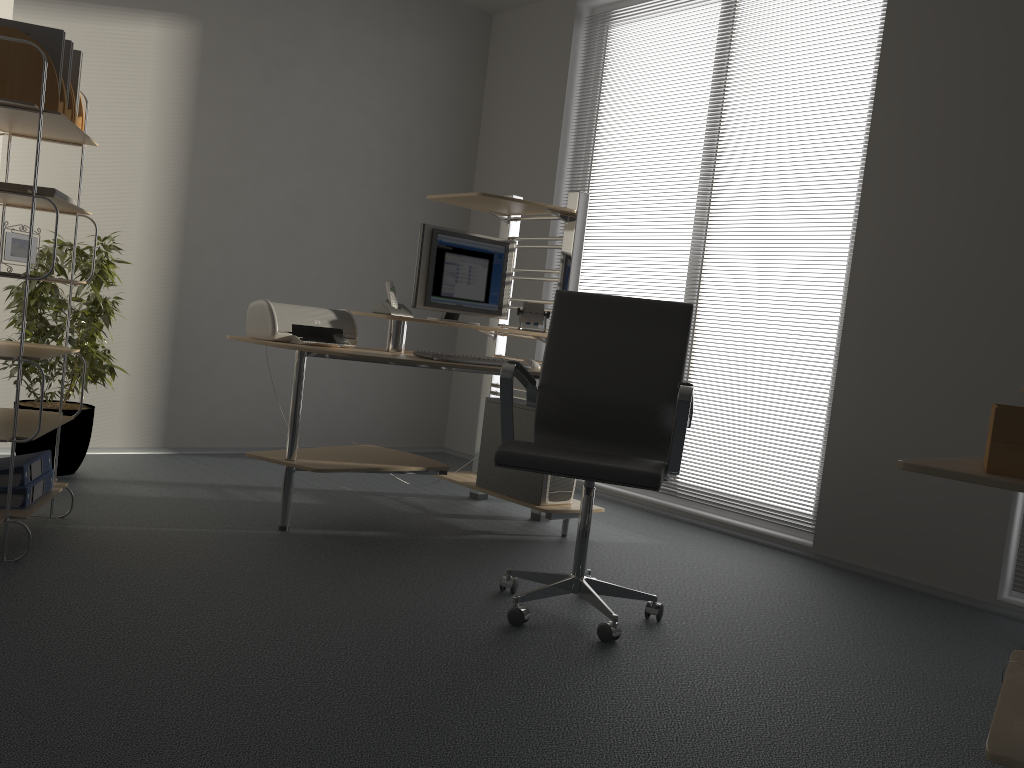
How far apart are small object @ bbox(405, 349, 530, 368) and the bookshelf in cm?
127

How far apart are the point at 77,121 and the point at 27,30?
0.3m

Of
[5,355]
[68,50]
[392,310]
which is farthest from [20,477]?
[392,310]

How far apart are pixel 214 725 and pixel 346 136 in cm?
419

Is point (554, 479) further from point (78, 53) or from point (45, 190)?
point (78, 53)

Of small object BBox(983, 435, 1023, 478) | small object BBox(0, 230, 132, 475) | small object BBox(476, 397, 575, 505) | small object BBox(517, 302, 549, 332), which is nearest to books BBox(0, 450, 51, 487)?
small object BBox(0, 230, 132, 475)

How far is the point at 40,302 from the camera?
3.8 meters

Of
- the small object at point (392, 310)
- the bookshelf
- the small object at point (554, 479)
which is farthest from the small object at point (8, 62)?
the small object at point (554, 479)

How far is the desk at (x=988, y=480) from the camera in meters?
1.5

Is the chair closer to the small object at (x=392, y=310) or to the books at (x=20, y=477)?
the small object at (x=392, y=310)
